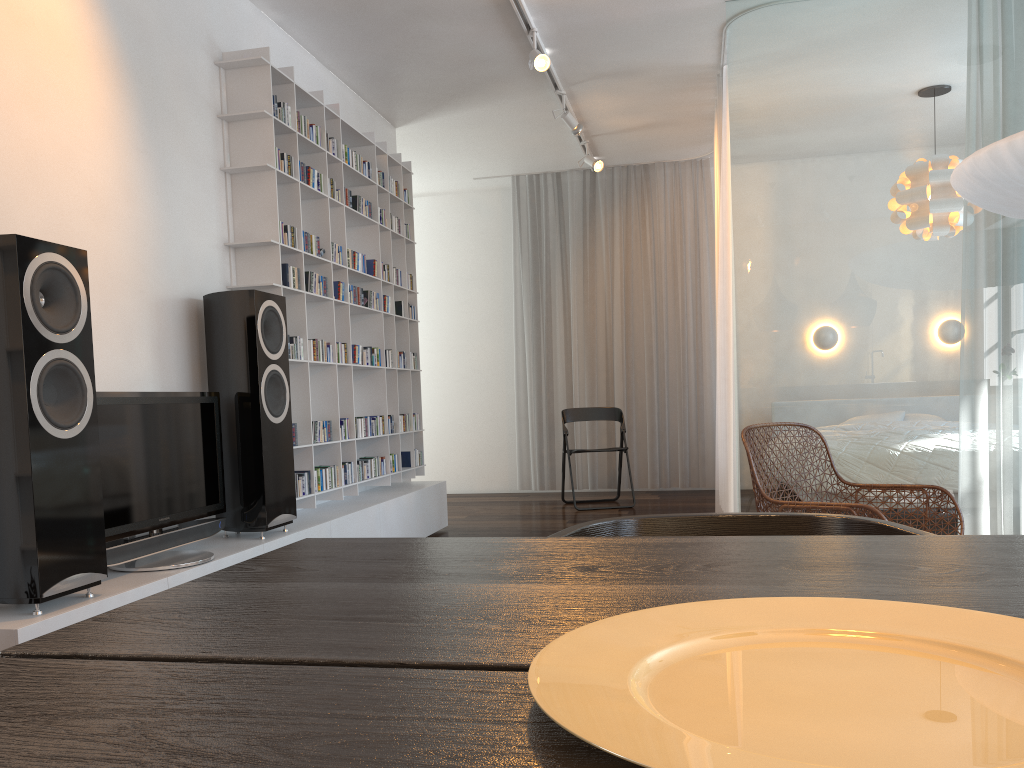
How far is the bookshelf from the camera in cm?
400

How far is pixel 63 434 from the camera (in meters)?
2.43

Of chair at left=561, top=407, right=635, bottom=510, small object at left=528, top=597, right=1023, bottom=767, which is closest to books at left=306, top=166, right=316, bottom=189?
chair at left=561, top=407, right=635, bottom=510

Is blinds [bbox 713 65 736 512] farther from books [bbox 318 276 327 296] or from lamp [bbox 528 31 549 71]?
books [bbox 318 276 327 296]

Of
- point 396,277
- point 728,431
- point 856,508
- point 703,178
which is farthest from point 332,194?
point 703,178

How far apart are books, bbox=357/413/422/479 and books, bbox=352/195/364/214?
1.3 meters

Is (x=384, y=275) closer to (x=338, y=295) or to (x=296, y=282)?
(x=338, y=295)

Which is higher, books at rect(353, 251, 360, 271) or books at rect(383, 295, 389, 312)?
books at rect(353, 251, 360, 271)

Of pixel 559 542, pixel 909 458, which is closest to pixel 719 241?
pixel 909 458

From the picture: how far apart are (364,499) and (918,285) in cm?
309
